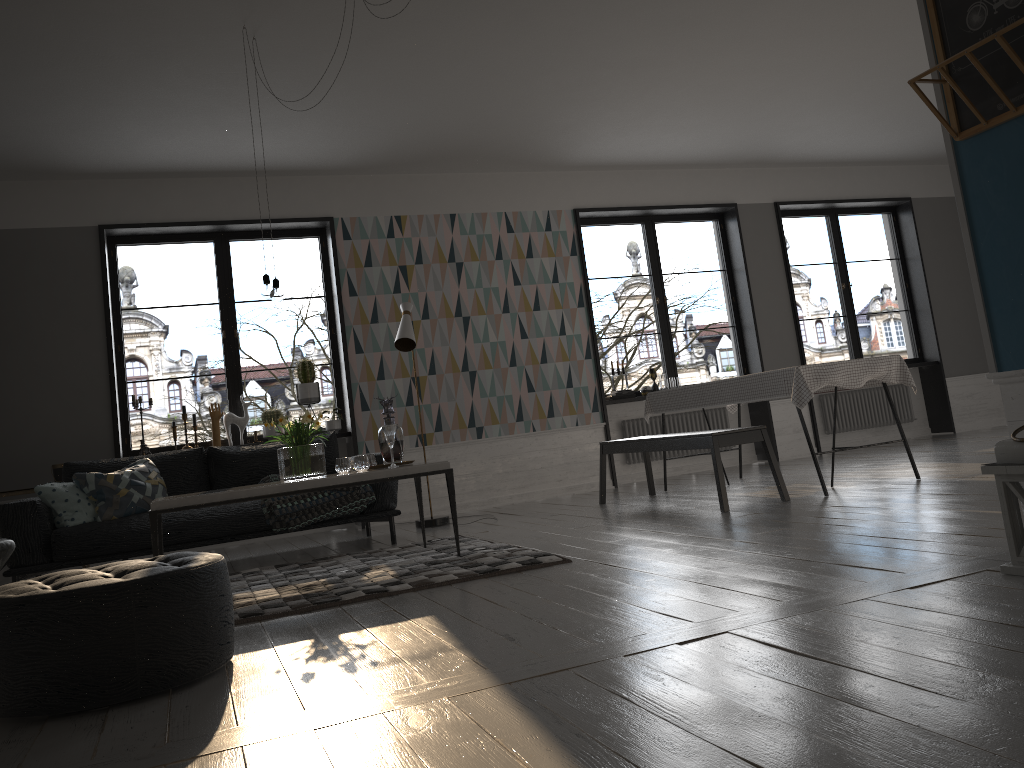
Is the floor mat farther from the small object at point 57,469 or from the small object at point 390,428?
the small object at point 57,469

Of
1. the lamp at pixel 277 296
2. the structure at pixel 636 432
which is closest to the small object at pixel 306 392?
the lamp at pixel 277 296

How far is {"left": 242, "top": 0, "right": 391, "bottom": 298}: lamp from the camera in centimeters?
462cm

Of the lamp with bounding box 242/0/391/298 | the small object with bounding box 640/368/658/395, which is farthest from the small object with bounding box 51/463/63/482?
the small object with bounding box 640/368/658/395

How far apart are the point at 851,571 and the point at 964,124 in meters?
1.6

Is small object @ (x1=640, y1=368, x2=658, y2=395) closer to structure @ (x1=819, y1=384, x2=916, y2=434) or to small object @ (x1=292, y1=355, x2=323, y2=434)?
structure @ (x1=819, y1=384, x2=916, y2=434)

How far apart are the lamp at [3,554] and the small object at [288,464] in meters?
1.3 m

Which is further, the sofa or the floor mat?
the sofa

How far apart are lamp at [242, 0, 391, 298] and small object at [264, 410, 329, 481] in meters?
0.6

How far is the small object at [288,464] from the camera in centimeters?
458cm
